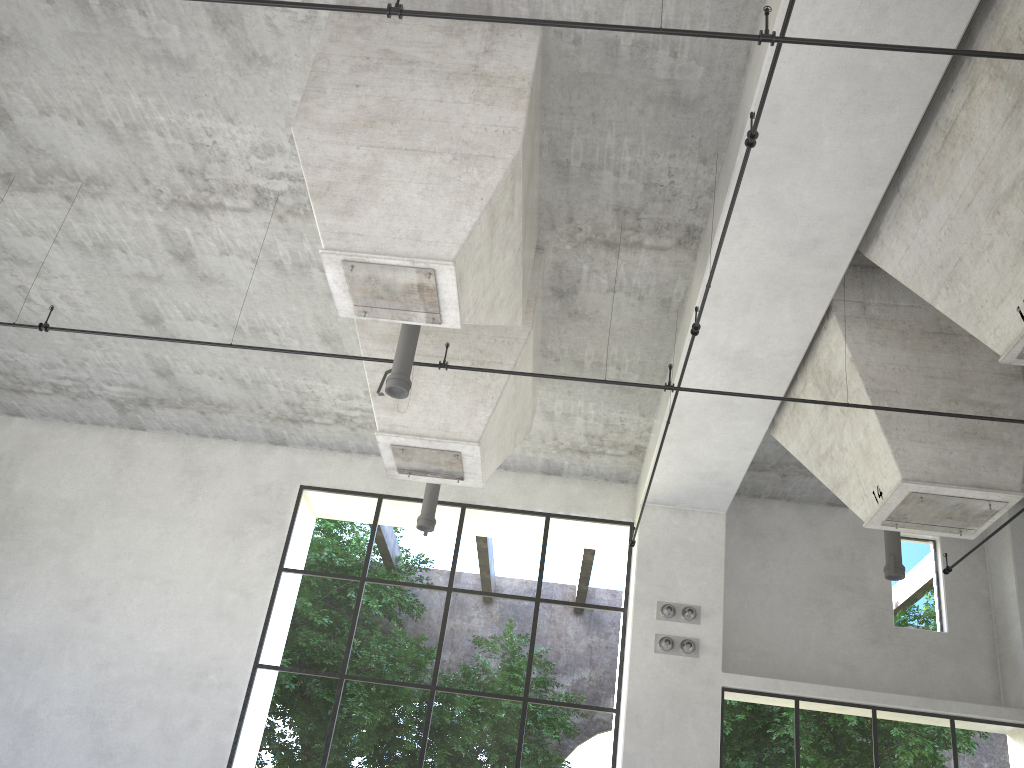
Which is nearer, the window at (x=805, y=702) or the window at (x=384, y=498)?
the window at (x=384, y=498)

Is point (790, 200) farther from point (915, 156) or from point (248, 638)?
point (248, 638)

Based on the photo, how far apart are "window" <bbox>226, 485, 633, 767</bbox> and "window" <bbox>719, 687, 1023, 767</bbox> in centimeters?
163cm

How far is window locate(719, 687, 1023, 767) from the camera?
27.19m

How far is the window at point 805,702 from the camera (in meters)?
27.19

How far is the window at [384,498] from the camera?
15.4m

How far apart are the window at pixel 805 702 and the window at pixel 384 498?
1.63m

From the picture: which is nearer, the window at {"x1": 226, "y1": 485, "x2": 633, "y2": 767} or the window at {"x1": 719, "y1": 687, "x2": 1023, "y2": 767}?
→ the window at {"x1": 226, "y1": 485, "x2": 633, "y2": 767}
